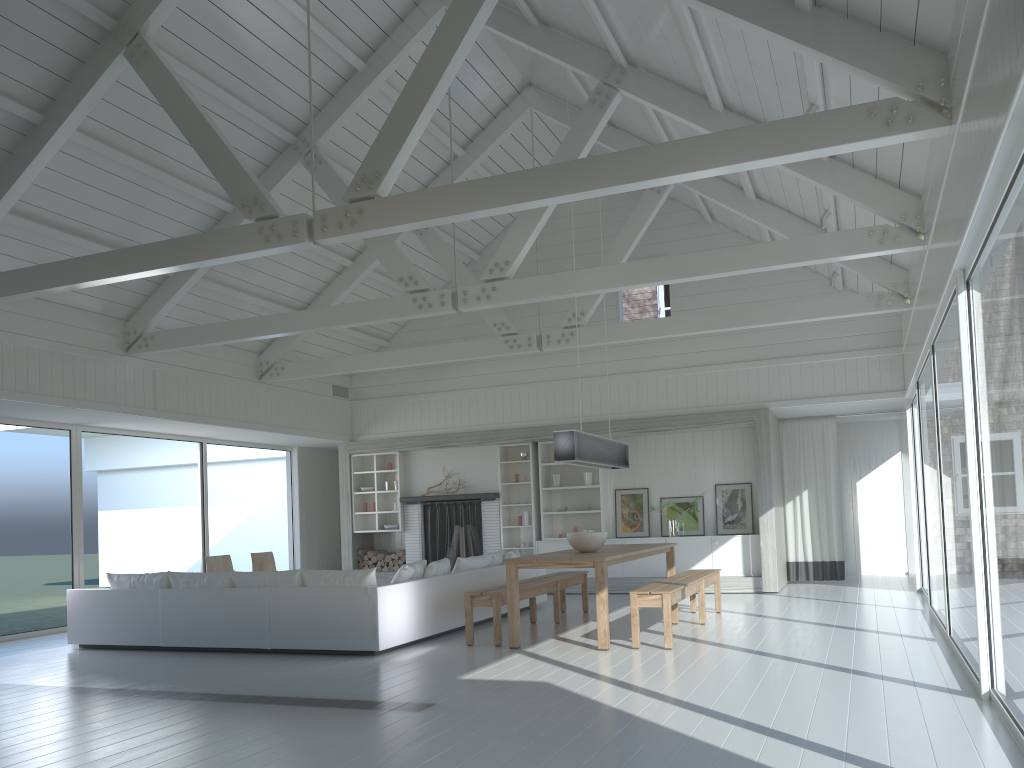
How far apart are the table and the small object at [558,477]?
3.3m

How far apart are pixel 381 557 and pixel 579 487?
3.4 meters

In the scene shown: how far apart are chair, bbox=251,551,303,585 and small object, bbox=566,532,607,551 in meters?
5.0 m

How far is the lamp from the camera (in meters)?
7.80

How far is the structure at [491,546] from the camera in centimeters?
1296cm

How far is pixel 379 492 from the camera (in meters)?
13.67

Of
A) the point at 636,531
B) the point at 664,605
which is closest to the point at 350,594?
the point at 664,605

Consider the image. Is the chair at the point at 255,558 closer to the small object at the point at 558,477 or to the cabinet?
the cabinet

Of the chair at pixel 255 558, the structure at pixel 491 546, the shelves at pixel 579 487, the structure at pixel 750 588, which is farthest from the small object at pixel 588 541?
the chair at pixel 255 558

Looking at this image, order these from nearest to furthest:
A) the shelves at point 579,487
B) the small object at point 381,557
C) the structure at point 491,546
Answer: the shelves at point 579,487
the structure at point 491,546
the small object at point 381,557
